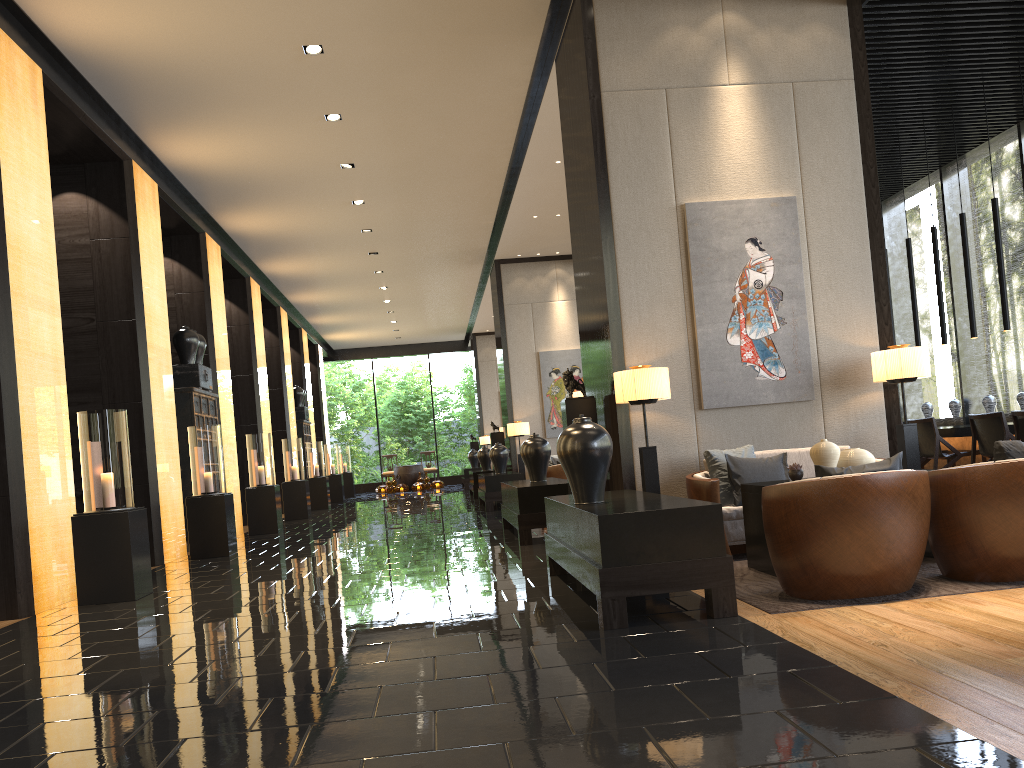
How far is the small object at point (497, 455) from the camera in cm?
1371

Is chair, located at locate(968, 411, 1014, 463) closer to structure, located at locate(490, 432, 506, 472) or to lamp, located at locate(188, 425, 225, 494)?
lamp, located at locate(188, 425, 225, 494)

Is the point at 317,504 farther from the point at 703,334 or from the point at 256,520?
the point at 703,334

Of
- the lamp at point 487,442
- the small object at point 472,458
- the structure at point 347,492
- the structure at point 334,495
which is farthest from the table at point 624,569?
the structure at point 347,492

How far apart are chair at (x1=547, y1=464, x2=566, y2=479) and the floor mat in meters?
7.0 m

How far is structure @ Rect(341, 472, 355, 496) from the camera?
23.78m

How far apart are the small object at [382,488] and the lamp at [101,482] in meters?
Result: 18.3

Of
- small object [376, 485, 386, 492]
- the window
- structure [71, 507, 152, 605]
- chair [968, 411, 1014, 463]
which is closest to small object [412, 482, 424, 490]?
small object [376, 485, 386, 492]

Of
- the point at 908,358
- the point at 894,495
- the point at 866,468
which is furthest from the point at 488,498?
the point at 894,495

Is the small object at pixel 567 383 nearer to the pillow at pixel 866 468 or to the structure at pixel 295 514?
the pillow at pixel 866 468
